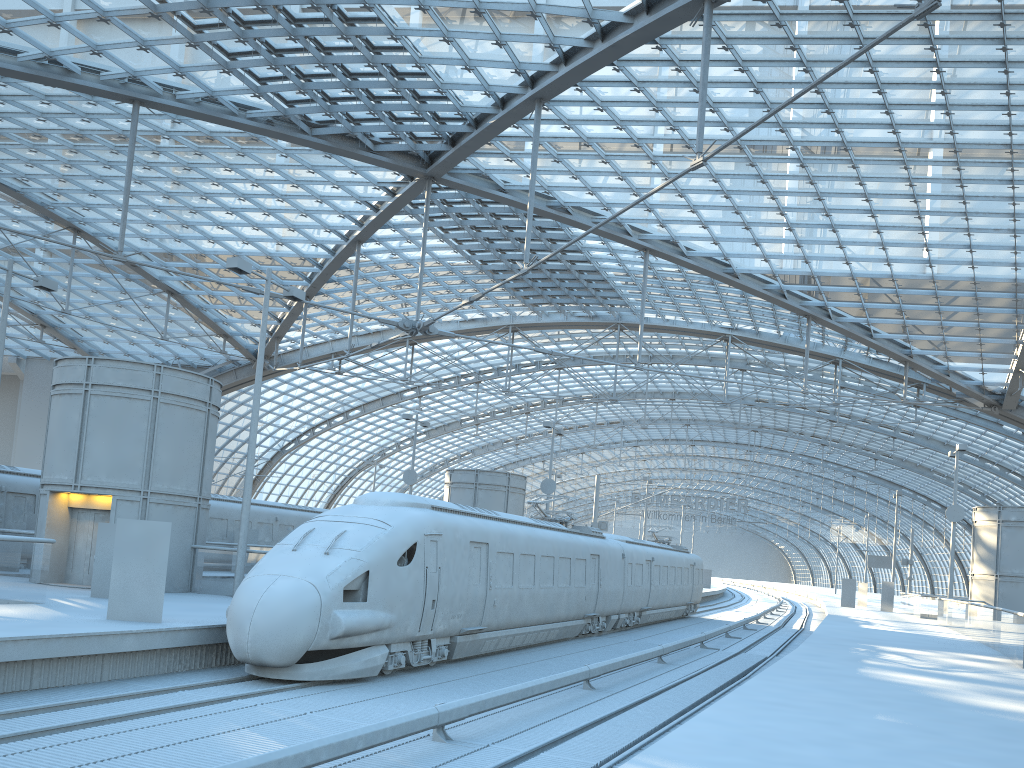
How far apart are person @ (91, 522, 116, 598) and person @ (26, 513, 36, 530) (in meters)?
9.34

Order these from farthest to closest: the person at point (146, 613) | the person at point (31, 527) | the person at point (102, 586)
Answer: the person at point (31, 527), the person at point (102, 586), the person at point (146, 613)

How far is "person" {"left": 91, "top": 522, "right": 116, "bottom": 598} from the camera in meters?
18.0

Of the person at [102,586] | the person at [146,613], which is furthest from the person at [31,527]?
the person at [146,613]

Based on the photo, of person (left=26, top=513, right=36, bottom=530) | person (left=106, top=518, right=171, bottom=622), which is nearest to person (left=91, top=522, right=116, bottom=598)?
person (left=106, top=518, right=171, bottom=622)

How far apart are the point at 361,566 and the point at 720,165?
24.21m

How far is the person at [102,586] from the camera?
18.0m

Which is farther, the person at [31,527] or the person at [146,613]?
the person at [31,527]

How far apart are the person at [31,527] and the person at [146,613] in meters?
13.8 m

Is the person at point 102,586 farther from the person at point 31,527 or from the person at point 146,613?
the person at point 31,527
